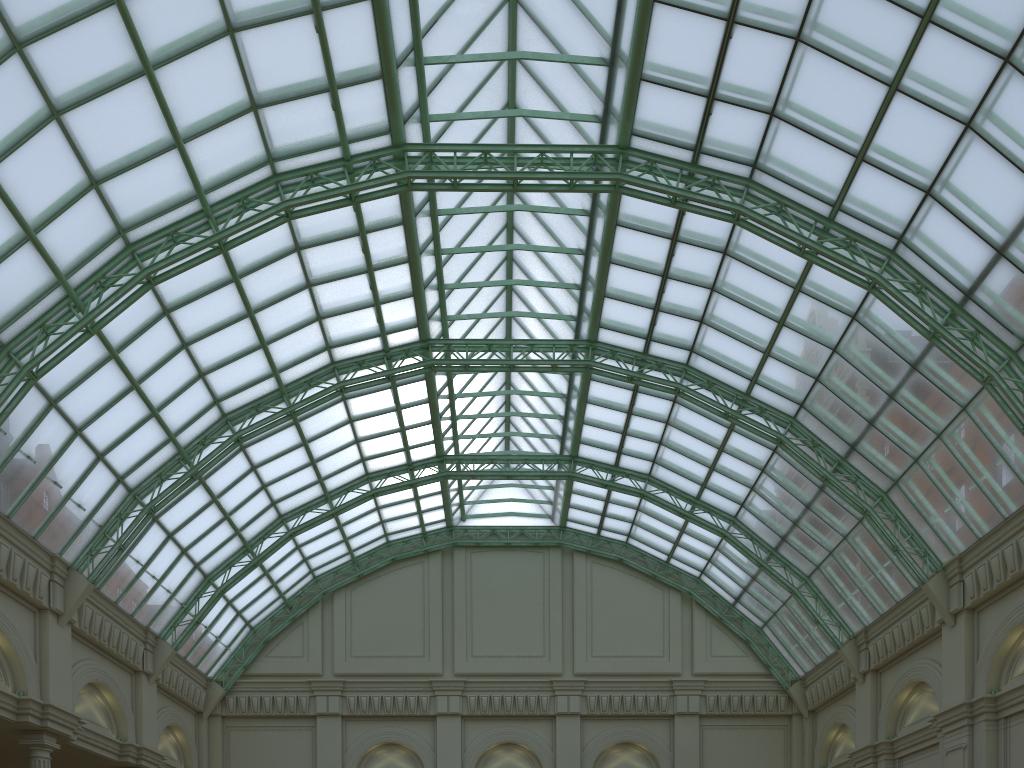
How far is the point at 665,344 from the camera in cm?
3906

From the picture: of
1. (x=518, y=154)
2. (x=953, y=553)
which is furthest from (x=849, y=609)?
(x=518, y=154)
